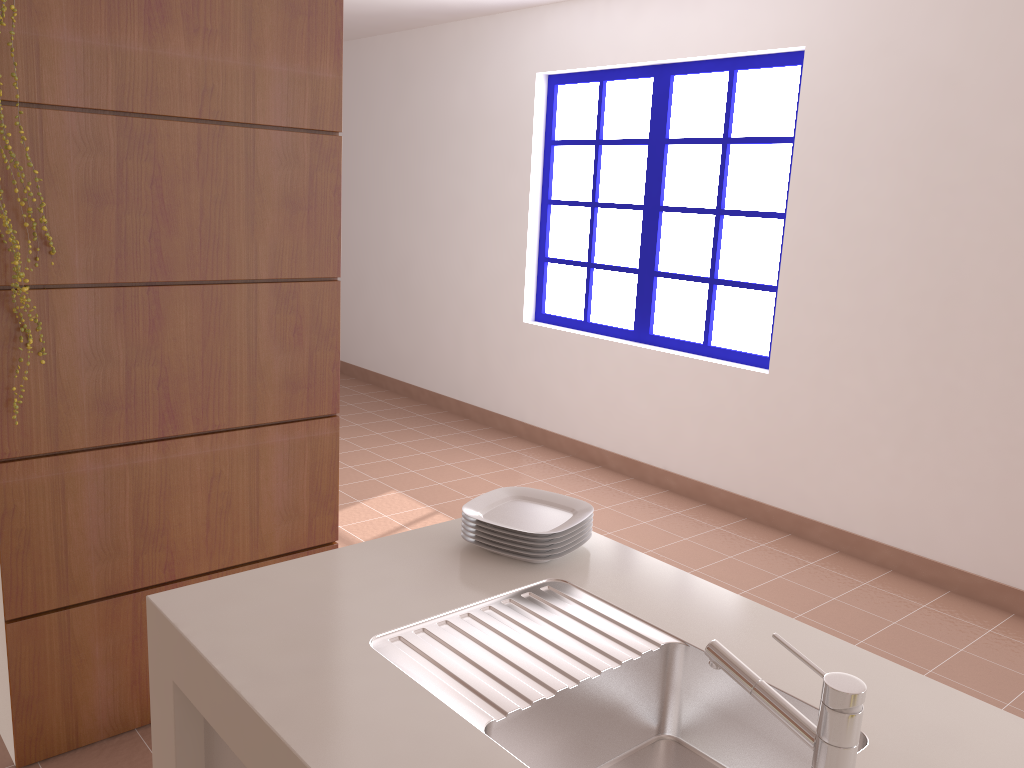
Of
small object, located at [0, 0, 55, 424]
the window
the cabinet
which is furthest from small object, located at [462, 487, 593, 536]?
the window

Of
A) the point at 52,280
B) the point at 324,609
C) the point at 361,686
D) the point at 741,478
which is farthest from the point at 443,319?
the point at 361,686

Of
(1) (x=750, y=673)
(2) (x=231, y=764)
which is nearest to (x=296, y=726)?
(2) (x=231, y=764)

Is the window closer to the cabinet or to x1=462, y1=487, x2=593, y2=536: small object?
x1=462, y1=487, x2=593, y2=536: small object

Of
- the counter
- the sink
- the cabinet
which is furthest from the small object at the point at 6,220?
the sink

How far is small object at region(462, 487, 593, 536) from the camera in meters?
1.7

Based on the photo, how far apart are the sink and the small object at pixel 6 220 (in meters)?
1.21

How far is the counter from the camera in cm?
111

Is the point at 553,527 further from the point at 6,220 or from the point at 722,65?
the point at 722,65

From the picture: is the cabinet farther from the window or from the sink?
the window
